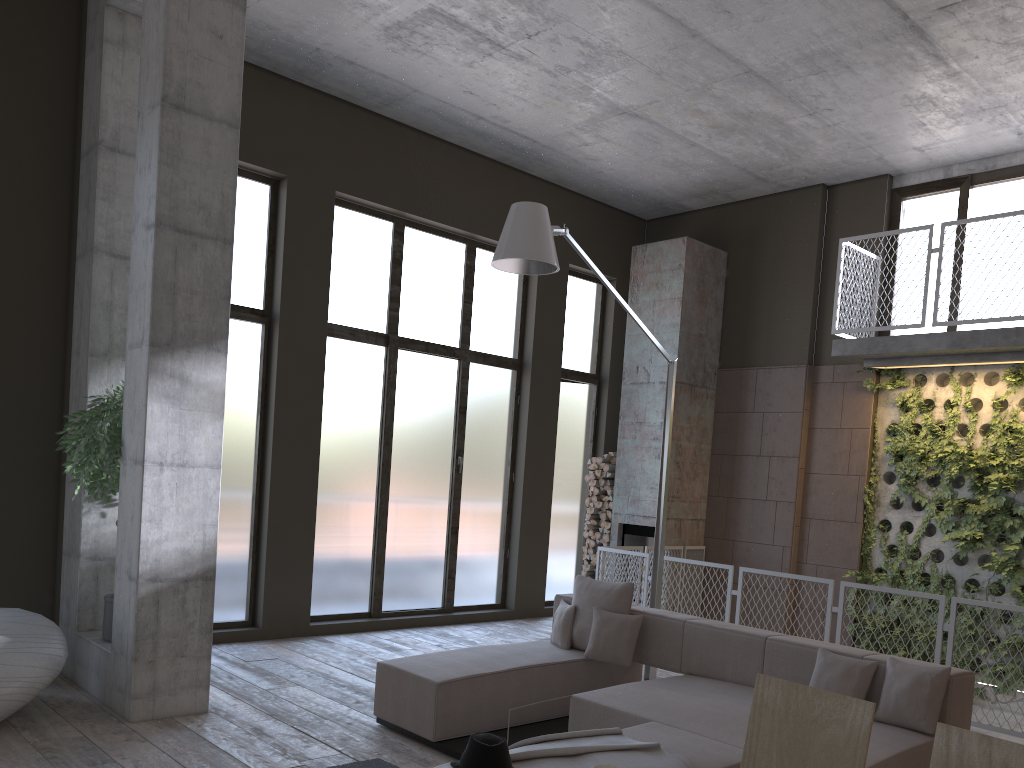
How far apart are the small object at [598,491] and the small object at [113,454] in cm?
600

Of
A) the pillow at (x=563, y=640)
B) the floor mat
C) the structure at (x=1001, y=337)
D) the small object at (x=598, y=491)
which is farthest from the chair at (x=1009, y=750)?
the small object at (x=598, y=491)

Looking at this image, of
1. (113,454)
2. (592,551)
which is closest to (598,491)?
(592,551)

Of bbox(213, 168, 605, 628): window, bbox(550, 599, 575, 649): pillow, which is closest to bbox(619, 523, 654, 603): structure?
bbox(213, 168, 605, 628): window

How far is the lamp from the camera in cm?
564

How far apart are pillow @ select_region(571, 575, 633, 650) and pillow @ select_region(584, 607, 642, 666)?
0.1m

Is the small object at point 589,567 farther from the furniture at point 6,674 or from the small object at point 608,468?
the furniture at point 6,674

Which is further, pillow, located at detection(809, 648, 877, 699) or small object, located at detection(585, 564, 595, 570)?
small object, located at detection(585, 564, 595, 570)

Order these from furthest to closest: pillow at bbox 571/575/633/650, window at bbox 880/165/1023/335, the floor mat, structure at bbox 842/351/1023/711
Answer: window at bbox 880/165/1023/335 → structure at bbox 842/351/1023/711 → pillow at bbox 571/575/633/650 → the floor mat

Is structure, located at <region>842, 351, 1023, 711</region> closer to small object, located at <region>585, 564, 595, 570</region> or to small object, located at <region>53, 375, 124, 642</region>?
small object, located at <region>585, 564, 595, 570</region>
